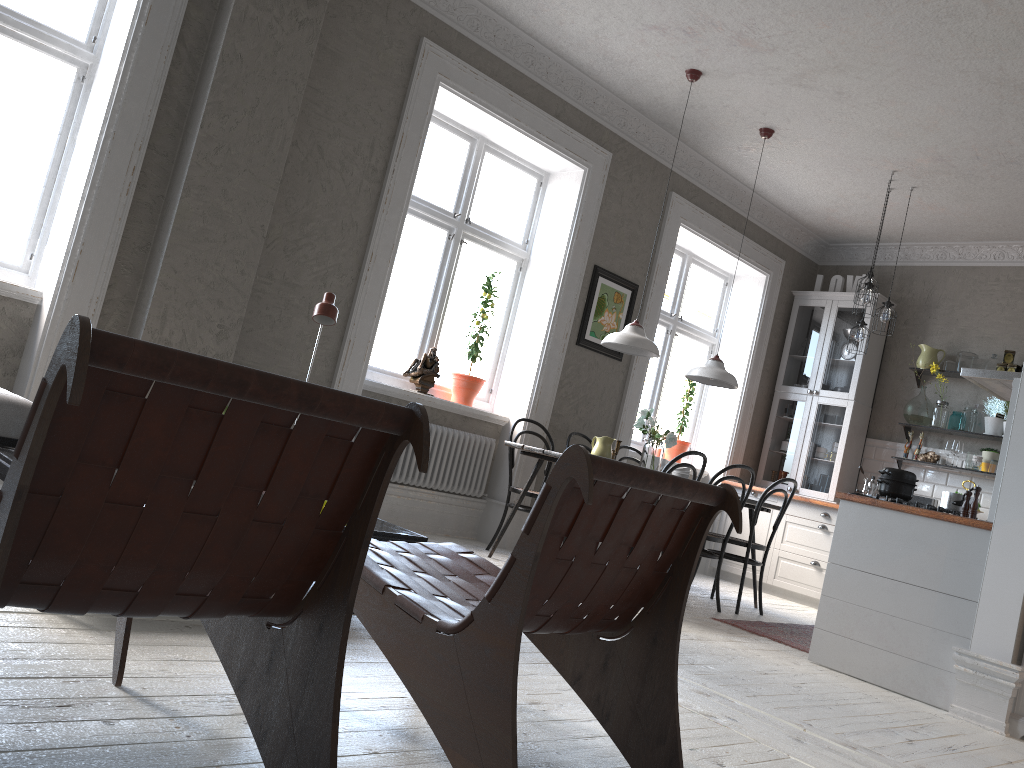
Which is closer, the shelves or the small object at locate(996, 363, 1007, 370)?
the small object at locate(996, 363, 1007, 370)

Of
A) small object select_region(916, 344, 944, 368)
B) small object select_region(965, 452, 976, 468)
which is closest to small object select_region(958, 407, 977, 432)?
small object select_region(965, 452, 976, 468)

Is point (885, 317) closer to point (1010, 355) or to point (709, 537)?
point (1010, 355)

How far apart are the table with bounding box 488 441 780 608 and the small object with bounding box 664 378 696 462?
1.7m

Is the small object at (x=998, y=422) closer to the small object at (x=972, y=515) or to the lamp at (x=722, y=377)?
the lamp at (x=722, y=377)

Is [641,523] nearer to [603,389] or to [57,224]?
[57,224]

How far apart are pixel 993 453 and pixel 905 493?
3.19m

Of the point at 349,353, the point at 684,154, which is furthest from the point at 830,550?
the point at 684,154

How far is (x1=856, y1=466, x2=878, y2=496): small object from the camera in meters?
7.4 m

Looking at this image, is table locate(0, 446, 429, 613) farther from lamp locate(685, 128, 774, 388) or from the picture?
the picture
